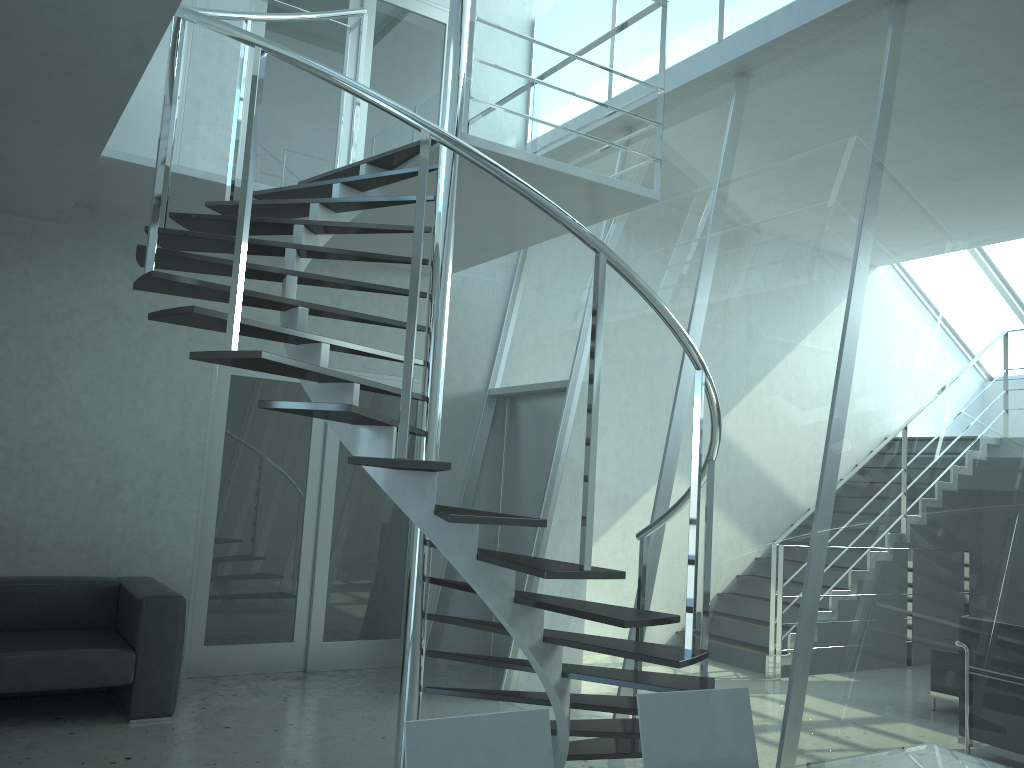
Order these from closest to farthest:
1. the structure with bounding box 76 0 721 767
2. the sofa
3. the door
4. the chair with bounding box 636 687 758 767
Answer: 1. the chair with bounding box 636 687 758 767
2. the structure with bounding box 76 0 721 767
3. the sofa
4. the door

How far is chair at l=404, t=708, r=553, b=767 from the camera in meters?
1.9

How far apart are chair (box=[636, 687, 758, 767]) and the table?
0.19m

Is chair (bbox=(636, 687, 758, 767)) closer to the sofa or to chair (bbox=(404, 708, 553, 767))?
chair (bbox=(404, 708, 553, 767))

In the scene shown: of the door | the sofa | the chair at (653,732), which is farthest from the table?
the door

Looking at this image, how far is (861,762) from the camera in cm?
225

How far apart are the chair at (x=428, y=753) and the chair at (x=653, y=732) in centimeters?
32cm

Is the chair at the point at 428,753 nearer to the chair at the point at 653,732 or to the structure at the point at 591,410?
the chair at the point at 653,732

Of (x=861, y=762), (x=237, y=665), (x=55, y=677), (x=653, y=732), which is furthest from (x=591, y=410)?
(x=237, y=665)

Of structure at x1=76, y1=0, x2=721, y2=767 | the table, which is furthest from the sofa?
the table
